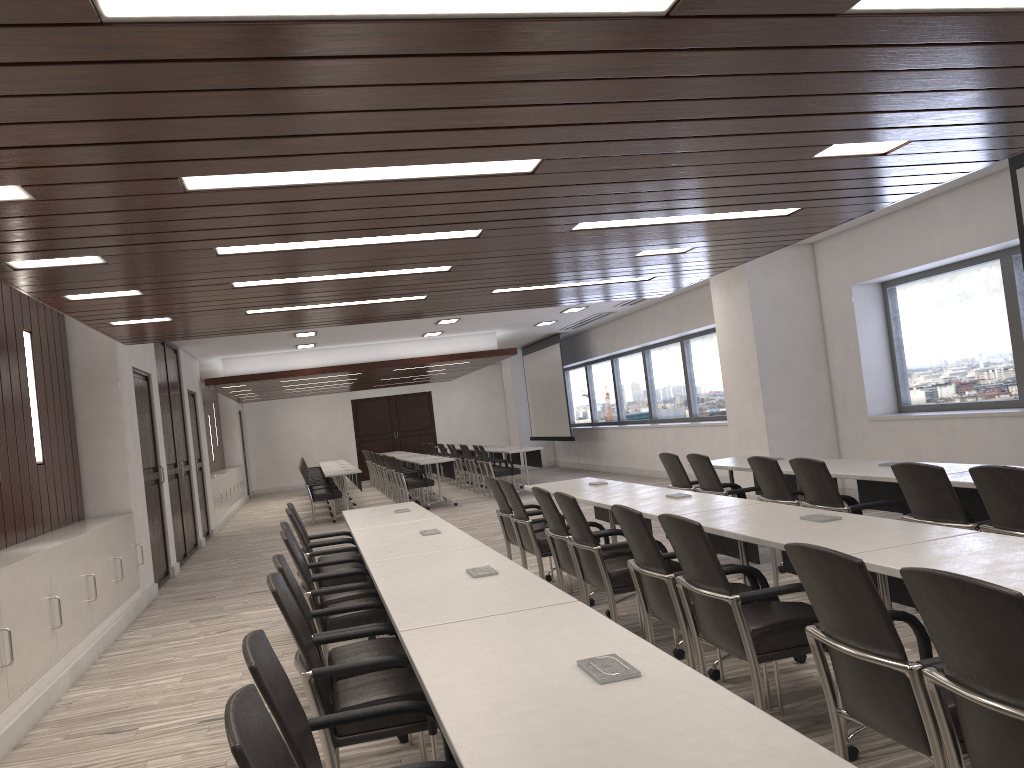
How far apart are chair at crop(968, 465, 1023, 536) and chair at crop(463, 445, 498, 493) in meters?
12.7

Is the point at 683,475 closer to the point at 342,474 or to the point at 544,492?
the point at 544,492

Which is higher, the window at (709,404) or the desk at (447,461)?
the window at (709,404)

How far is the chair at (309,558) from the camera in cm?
583

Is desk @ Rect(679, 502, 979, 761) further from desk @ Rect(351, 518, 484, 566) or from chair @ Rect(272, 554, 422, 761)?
chair @ Rect(272, 554, 422, 761)

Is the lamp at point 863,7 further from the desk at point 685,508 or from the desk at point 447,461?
the desk at point 447,461

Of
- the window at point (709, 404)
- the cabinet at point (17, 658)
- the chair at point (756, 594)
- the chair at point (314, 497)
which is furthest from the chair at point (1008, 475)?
the chair at point (314, 497)

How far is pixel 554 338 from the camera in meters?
18.4

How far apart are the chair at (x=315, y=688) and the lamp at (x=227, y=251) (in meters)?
2.28

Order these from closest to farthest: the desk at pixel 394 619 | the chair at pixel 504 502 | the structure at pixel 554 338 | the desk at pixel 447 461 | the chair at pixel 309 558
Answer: the desk at pixel 394 619 → the chair at pixel 309 558 → the chair at pixel 504 502 → the desk at pixel 447 461 → the structure at pixel 554 338
